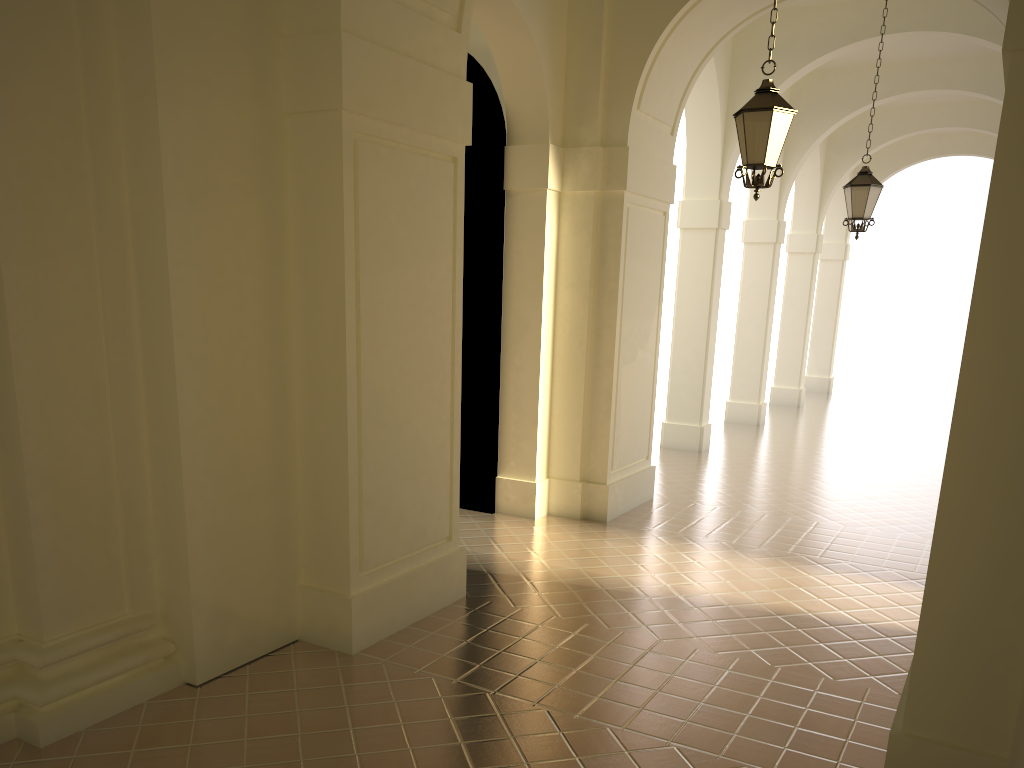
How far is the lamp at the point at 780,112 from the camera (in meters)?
7.07

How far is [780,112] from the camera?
7.07m

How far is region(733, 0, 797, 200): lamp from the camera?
7.1 meters

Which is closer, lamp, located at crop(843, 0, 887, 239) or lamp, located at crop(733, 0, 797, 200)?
lamp, located at crop(733, 0, 797, 200)

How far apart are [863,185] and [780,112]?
5.0m

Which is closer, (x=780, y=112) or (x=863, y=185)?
(x=780, y=112)

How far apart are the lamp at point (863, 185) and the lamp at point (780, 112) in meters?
4.8 m

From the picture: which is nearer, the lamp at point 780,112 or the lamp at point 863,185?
the lamp at point 780,112

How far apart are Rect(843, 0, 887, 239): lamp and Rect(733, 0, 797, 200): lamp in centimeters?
476cm
